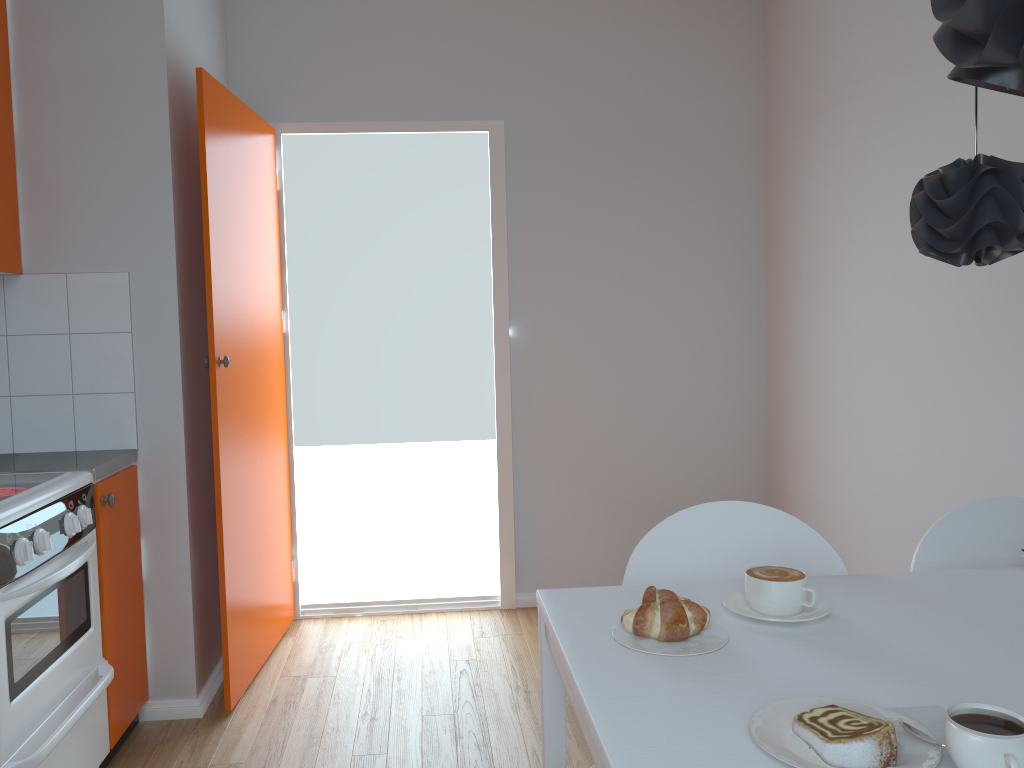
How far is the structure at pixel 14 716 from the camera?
1.9m

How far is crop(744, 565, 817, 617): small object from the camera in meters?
1.3

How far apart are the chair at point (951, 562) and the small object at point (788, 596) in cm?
44

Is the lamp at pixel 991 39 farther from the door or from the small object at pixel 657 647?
the door

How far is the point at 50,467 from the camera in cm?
240

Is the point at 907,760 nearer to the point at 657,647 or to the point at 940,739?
the point at 940,739

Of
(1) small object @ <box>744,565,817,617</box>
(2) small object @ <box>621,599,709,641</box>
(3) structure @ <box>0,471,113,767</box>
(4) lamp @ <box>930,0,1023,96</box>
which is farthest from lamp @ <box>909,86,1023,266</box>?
(3) structure @ <box>0,471,113,767</box>

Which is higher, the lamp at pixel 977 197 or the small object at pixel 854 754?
the lamp at pixel 977 197

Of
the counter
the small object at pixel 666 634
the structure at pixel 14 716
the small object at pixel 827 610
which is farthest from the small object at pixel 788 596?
the counter

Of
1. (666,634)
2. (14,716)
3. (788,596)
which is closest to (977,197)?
(788,596)
